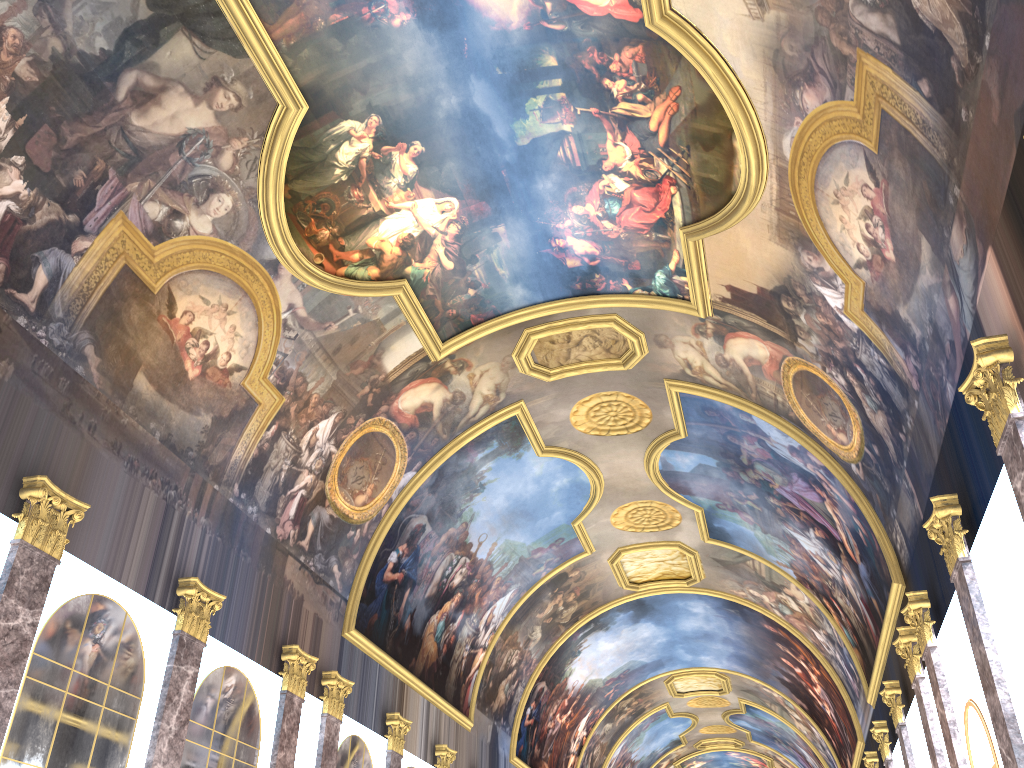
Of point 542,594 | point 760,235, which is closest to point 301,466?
point 760,235
